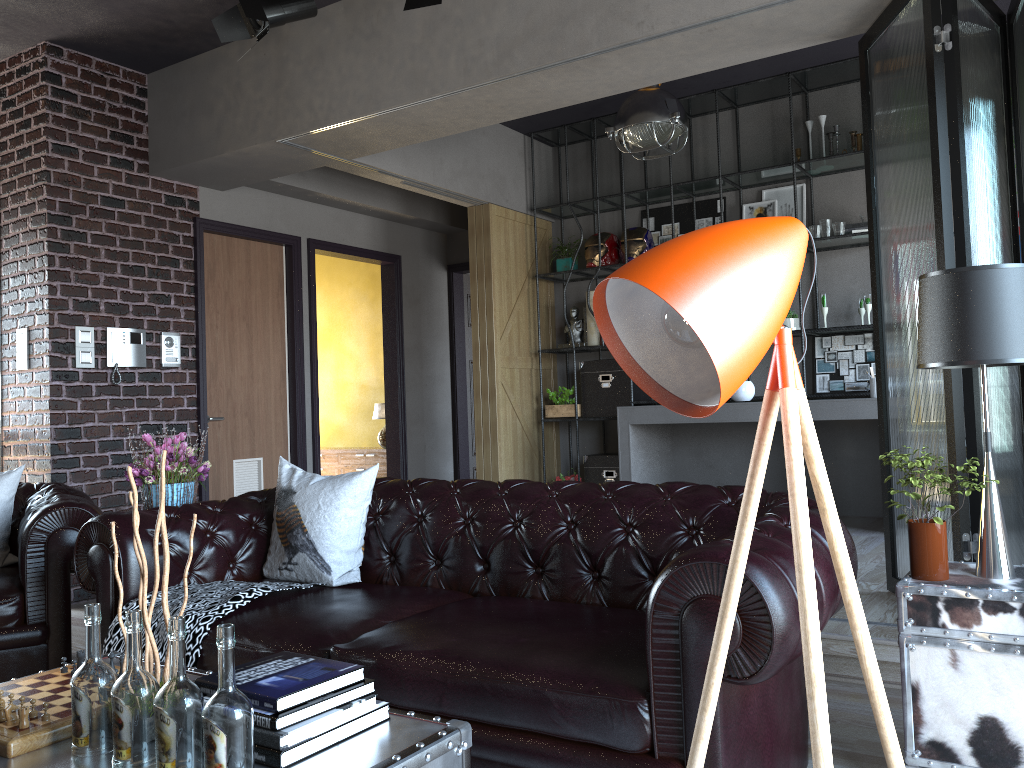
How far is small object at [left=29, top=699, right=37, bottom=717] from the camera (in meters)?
1.87

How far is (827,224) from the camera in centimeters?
642cm

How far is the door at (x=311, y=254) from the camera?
7.22m

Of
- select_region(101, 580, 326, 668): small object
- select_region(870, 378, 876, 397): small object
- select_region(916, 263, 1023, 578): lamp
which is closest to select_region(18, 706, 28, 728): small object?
select_region(101, 580, 326, 668): small object

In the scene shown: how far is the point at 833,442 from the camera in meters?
6.7 m

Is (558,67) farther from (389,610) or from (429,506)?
(389,610)

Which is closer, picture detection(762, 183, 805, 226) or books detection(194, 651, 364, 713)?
books detection(194, 651, 364, 713)

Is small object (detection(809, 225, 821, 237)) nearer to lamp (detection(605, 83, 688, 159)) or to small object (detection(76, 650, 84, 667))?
lamp (detection(605, 83, 688, 159))

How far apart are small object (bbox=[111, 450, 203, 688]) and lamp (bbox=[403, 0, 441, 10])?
2.9 meters

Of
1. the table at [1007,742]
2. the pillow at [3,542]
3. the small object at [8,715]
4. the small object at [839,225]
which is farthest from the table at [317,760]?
the small object at [839,225]
